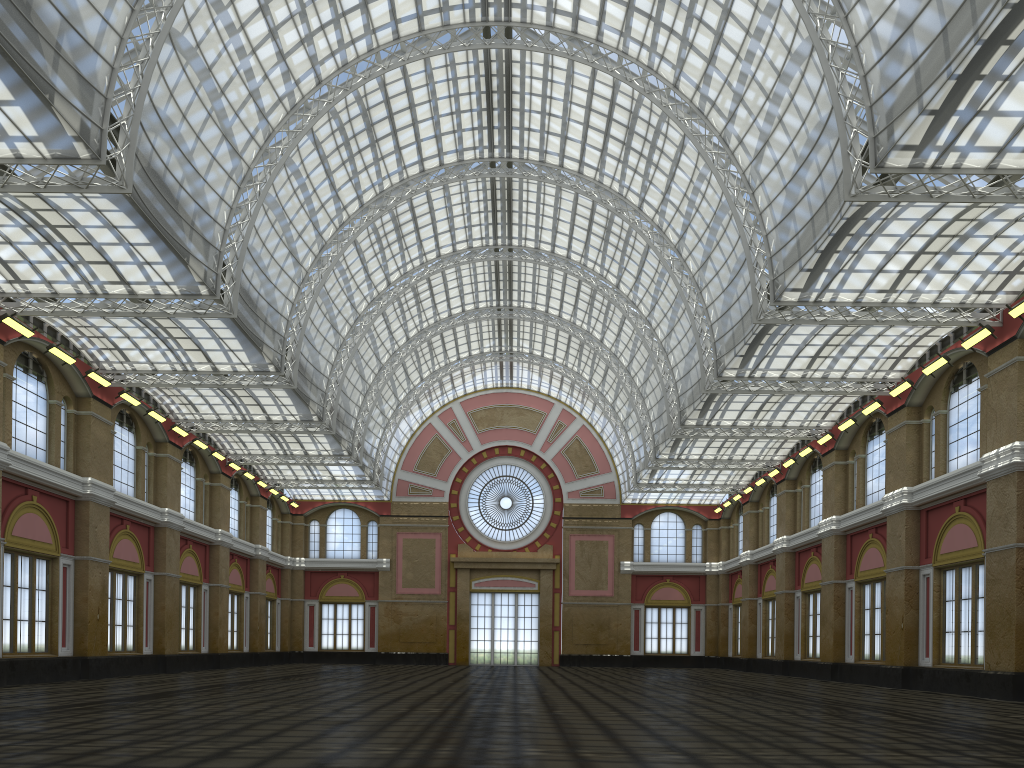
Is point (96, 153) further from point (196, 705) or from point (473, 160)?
point (196, 705)
